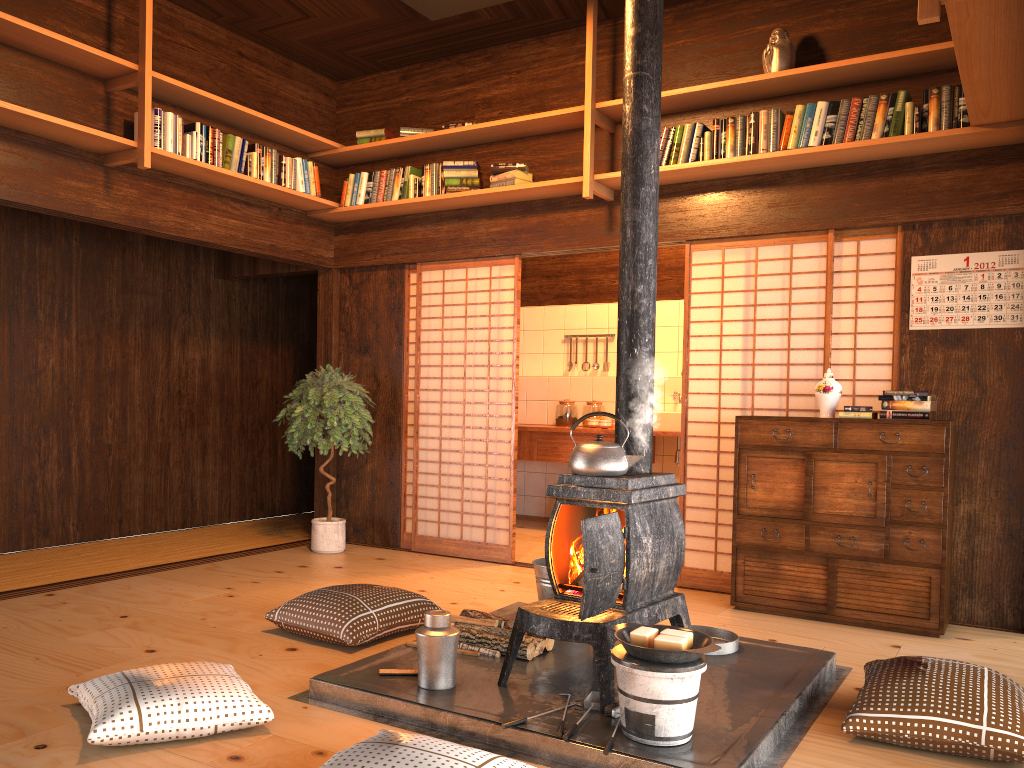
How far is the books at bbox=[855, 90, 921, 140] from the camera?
4.36m

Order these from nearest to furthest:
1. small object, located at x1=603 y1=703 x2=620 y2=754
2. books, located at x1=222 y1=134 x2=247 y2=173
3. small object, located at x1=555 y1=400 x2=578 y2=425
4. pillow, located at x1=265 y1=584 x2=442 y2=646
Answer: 1. small object, located at x1=603 y1=703 x2=620 y2=754
2. pillow, located at x1=265 y1=584 x2=442 y2=646
3. books, located at x1=222 y1=134 x2=247 y2=173
4. small object, located at x1=555 y1=400 x2=578 y2=425

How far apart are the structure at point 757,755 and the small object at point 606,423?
3.0m

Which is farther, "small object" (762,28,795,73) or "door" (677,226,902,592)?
"door" (677,226,902,592)

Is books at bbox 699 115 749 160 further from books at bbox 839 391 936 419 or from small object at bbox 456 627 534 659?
small object at bbox 456 627 534 659

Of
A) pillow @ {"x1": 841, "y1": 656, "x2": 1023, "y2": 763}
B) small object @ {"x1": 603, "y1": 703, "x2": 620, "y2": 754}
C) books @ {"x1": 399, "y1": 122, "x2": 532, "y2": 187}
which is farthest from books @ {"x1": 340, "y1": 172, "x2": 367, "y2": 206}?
pillow @ {"x1": 841, "y1": 656, "x2": 1023, "y2": 763}

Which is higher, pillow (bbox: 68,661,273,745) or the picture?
the picture

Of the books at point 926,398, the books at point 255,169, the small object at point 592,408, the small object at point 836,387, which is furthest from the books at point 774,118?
the small object at point 592,408

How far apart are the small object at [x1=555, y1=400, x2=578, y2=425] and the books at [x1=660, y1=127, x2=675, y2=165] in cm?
305

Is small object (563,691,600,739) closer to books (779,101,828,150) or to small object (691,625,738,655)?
small object (691,625,738,655)
